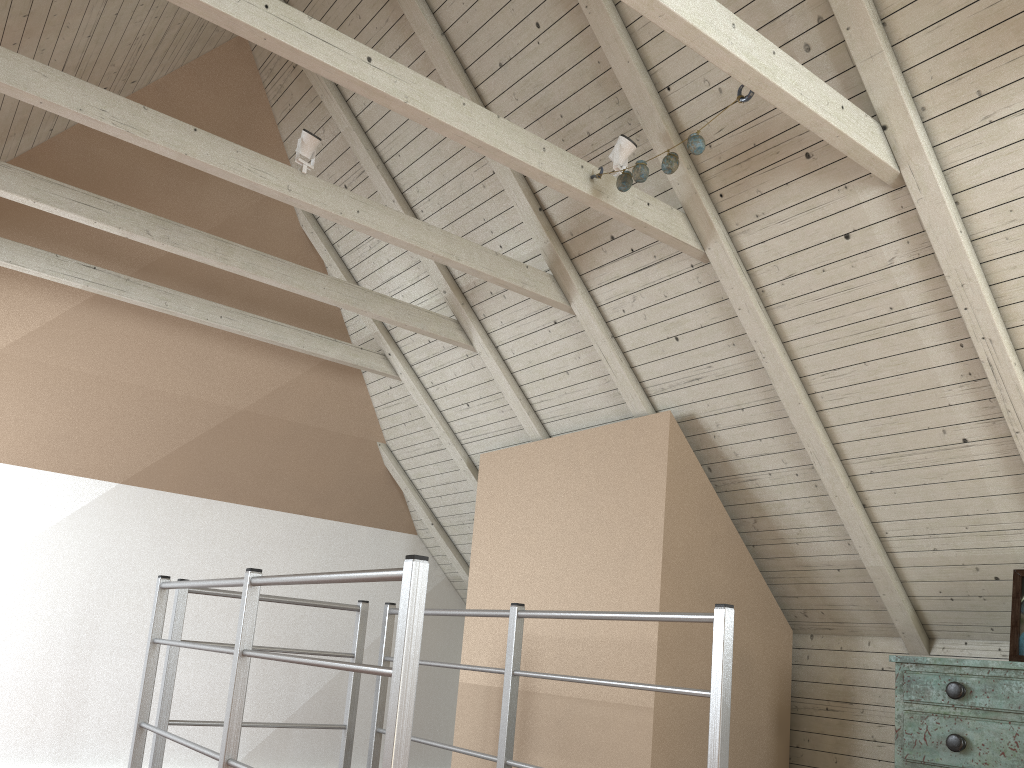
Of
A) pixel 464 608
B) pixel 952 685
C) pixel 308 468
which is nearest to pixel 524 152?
pixel 952 685

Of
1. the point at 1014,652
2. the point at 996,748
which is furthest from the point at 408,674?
the point at 1014,652

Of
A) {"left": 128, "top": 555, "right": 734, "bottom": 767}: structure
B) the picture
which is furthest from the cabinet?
{"left": 128, "top": 555, "right": 734, "bottom": 767}: structure

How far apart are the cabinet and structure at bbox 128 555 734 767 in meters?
0.7 m

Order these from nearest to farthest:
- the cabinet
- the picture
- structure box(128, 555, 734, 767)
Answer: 1. structure box(128, 555, 734, 767)
2. the cabinet
3. the picture

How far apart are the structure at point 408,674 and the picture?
0.93m

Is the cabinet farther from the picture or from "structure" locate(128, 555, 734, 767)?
"structure" locate(128, 555, 734, 767)

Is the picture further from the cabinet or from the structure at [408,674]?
the structure at [408,674]

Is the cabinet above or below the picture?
below

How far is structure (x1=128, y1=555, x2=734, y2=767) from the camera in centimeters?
142cm
